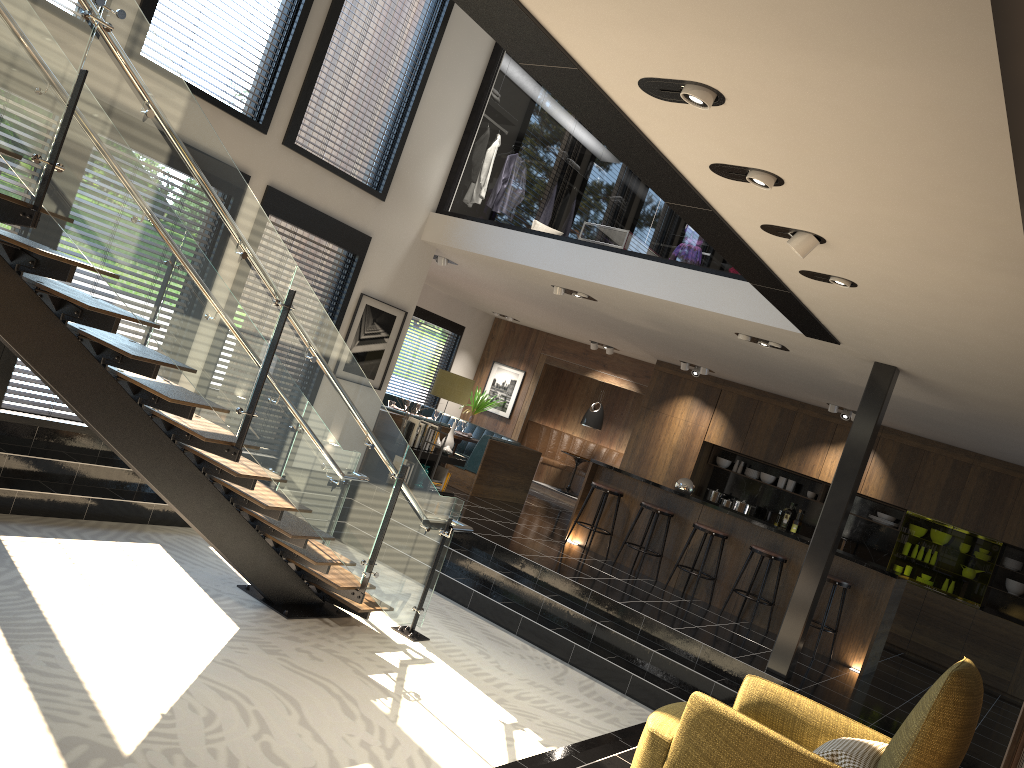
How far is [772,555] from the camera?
9.0m

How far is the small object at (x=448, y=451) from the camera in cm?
1050

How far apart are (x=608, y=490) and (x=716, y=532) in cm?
134

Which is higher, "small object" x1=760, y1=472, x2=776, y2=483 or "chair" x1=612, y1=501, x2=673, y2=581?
"small object" x1=760, y1=472, x2=776, y2=483

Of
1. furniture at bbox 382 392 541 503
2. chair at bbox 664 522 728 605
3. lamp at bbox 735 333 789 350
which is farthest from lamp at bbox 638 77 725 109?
furniture at bbox 382 392 541 503

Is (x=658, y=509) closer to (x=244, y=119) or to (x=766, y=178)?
(x=244, y=119)

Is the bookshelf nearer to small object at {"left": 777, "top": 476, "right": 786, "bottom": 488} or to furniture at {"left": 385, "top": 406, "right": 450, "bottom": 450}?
furniture at {"left": 385, "top": 406, "right": 450, "bottom": 450}

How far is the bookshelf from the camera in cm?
1012

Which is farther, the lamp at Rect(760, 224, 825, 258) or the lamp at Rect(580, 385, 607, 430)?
the lamp at Rect(580, 385, 607, 430)

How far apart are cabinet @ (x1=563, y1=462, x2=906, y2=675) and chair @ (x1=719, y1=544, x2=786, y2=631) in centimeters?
32cm
